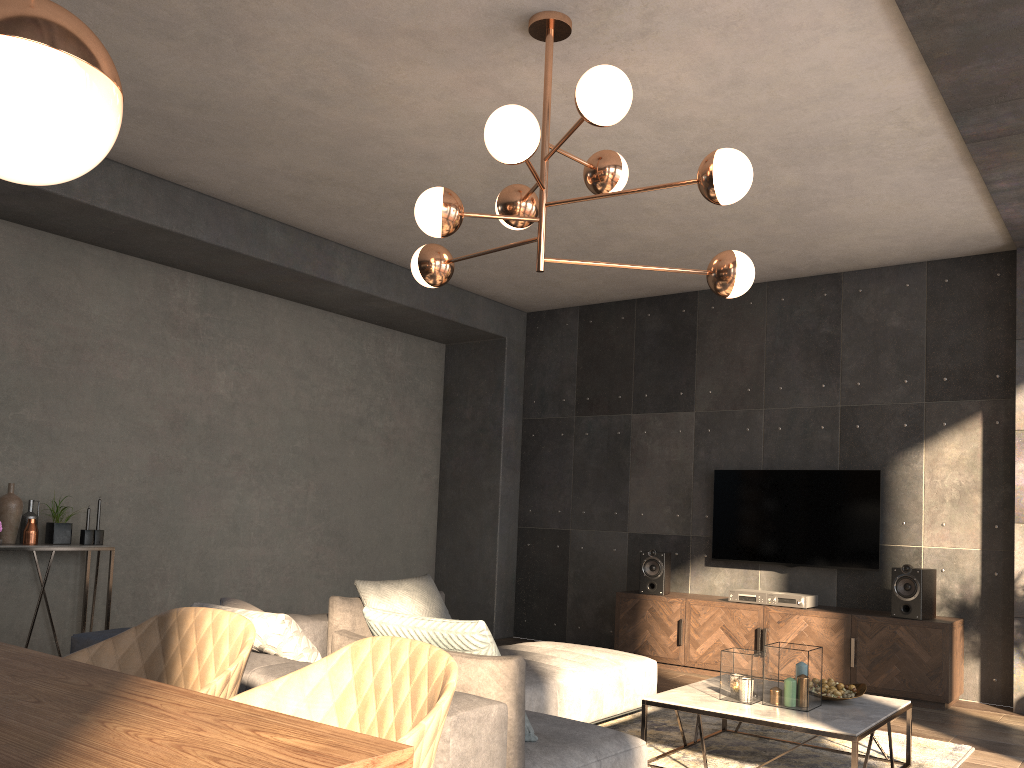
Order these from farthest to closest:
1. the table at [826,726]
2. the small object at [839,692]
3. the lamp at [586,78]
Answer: the small object at [839,692] → the table at [826,726] → the lamp at [586,78]

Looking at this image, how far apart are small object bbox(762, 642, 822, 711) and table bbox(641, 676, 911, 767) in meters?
0.0 m

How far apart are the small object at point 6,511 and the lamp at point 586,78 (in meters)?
2.97

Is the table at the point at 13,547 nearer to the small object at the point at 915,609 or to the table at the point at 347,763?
the table at the point at 347,763

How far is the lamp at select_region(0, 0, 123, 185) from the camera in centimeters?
110cm

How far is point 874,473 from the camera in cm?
630

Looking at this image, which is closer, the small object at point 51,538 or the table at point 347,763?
the table at point 347,763

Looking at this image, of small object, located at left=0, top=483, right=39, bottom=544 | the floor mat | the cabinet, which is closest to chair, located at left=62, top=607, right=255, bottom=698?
the floor mat

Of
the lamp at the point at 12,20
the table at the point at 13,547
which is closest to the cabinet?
the table at the point at 13,547

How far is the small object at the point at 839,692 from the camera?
3.9m
